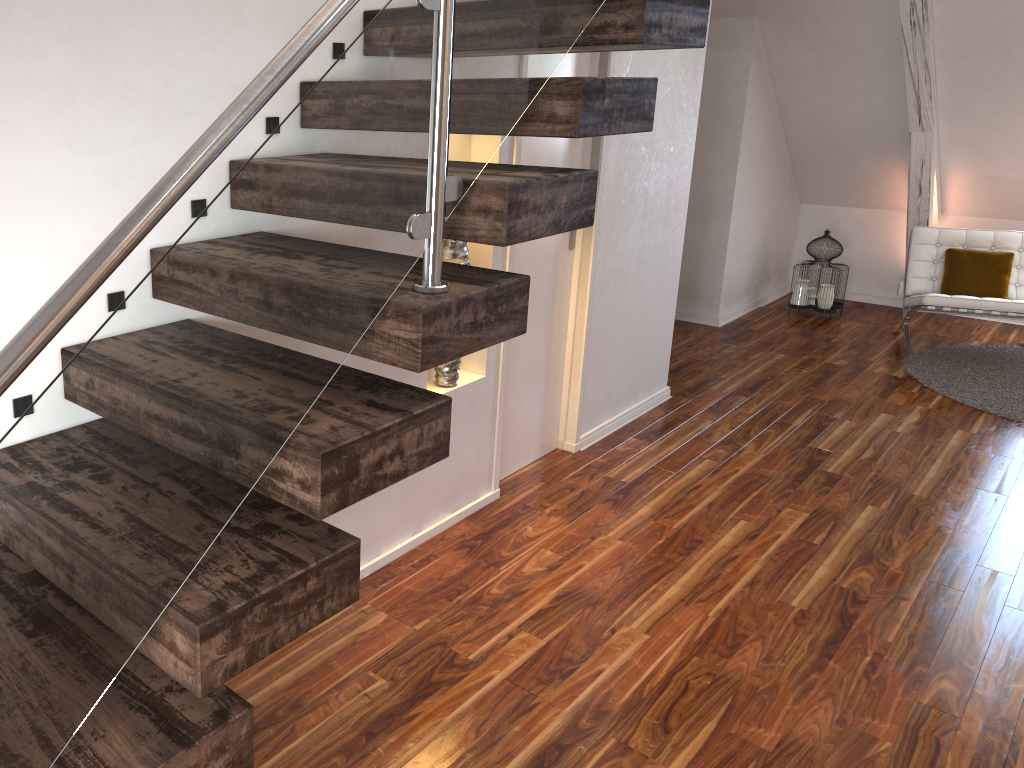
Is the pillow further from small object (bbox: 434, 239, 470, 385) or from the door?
small object (bbox: 434, 239, 470, 385)

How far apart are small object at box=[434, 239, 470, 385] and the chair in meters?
3.5

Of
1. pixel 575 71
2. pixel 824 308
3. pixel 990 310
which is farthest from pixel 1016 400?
pixel 575 71

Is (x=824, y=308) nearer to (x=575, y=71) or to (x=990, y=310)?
(x=990, y=310)

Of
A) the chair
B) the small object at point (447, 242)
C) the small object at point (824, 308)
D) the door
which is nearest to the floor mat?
the chair

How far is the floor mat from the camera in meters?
4.6 m

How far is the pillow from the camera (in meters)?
5.39

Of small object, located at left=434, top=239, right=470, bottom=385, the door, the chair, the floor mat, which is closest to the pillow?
→ the chair

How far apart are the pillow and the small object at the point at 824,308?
0.7m

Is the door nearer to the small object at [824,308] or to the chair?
the chair
